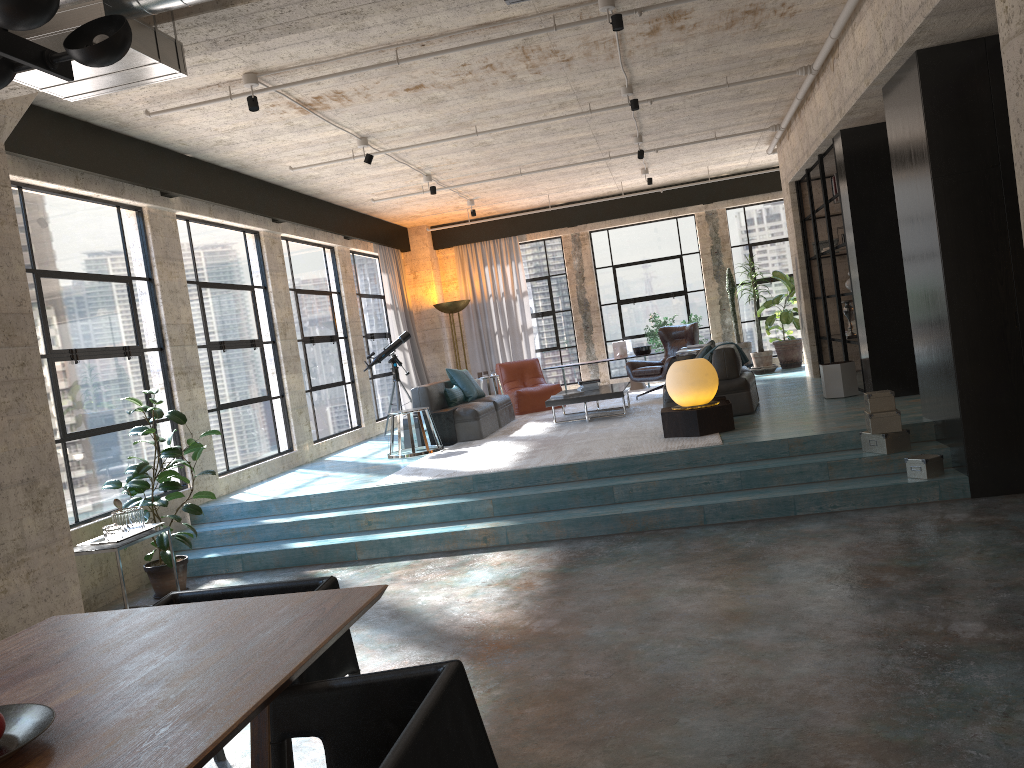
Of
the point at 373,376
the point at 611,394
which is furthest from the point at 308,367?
the point at 611,394

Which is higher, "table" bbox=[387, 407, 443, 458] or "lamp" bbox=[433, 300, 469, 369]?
"lamp" bbox=[433, 300, 469, 369]

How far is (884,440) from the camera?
6.4 meters

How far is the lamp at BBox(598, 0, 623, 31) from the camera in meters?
5.8 m

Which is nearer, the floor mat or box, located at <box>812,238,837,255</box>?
the floor mat

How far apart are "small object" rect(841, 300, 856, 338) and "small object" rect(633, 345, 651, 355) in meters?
4.5

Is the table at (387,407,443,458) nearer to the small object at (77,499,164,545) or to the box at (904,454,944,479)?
the small object at (77,499,164,545)

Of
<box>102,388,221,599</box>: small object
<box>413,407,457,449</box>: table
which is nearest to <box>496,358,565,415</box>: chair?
<box>413,407,457,449</box>: table

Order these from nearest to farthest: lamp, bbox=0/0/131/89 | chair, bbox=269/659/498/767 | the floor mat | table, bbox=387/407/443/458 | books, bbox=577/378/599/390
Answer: chair, bbox=269/659/498/767 < lamp, bbox=0/0/131/89 < the floor mat < table, bbox=387/407/443/458 < books, bbox=577/378/599/390

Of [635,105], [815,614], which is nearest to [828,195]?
[635,105]
